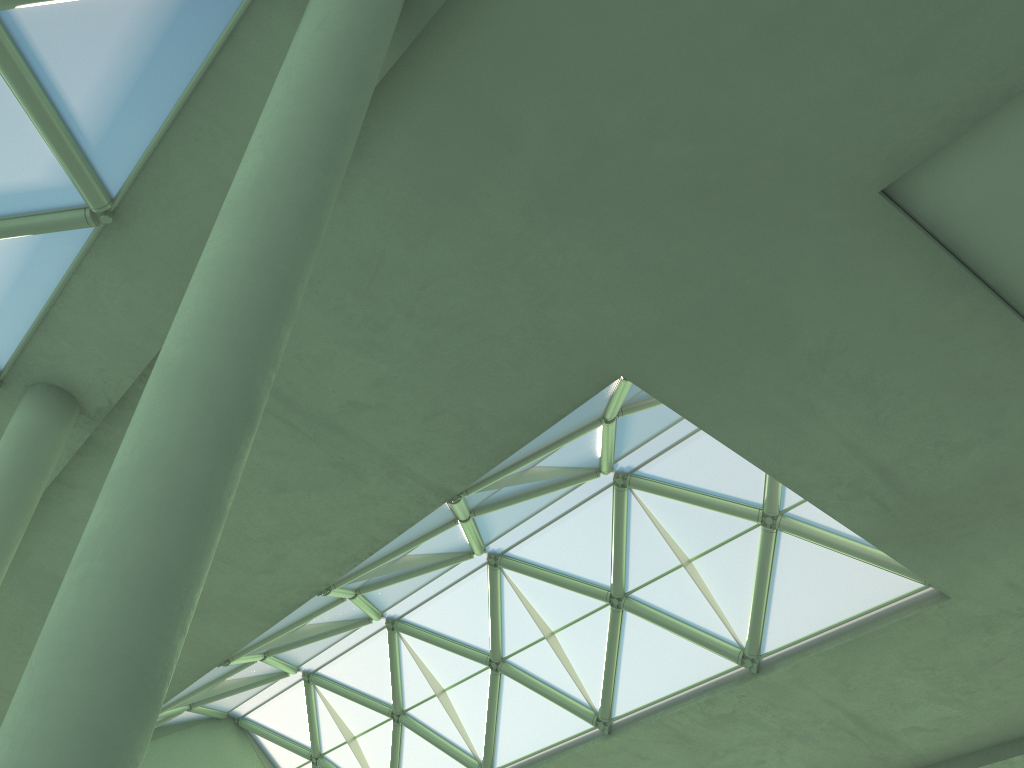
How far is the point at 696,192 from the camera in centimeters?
1340cm
